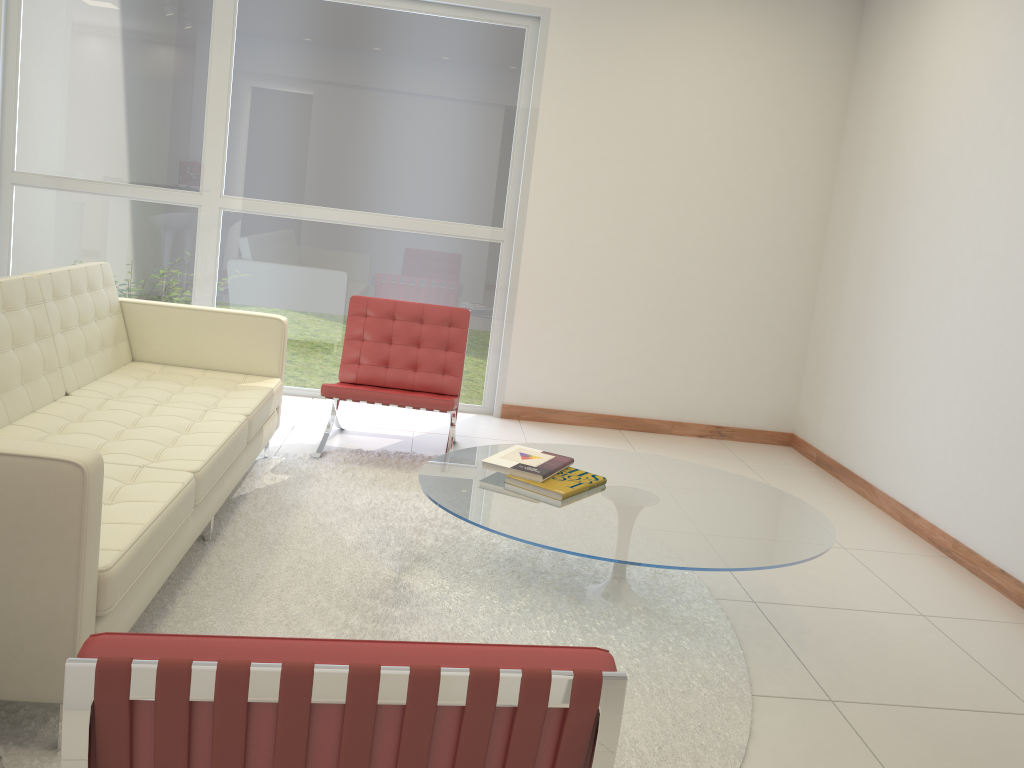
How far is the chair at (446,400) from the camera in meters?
4.6

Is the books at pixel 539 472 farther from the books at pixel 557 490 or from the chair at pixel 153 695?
the chair at pixel 153 695

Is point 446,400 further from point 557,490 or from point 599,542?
point 599,542

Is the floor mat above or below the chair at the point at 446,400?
below

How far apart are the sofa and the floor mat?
0.1m

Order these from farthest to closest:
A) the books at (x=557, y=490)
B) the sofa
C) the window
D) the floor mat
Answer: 1. the window
2. the books at (x=557, y=490)
3. the floor mat
4. the sofa

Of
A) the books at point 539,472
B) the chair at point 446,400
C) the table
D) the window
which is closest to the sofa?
the chair at point 446,400

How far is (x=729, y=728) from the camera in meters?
2.6 m

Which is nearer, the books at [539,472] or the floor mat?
the floor mat

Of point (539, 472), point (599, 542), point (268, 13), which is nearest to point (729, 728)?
point (599, 542)
